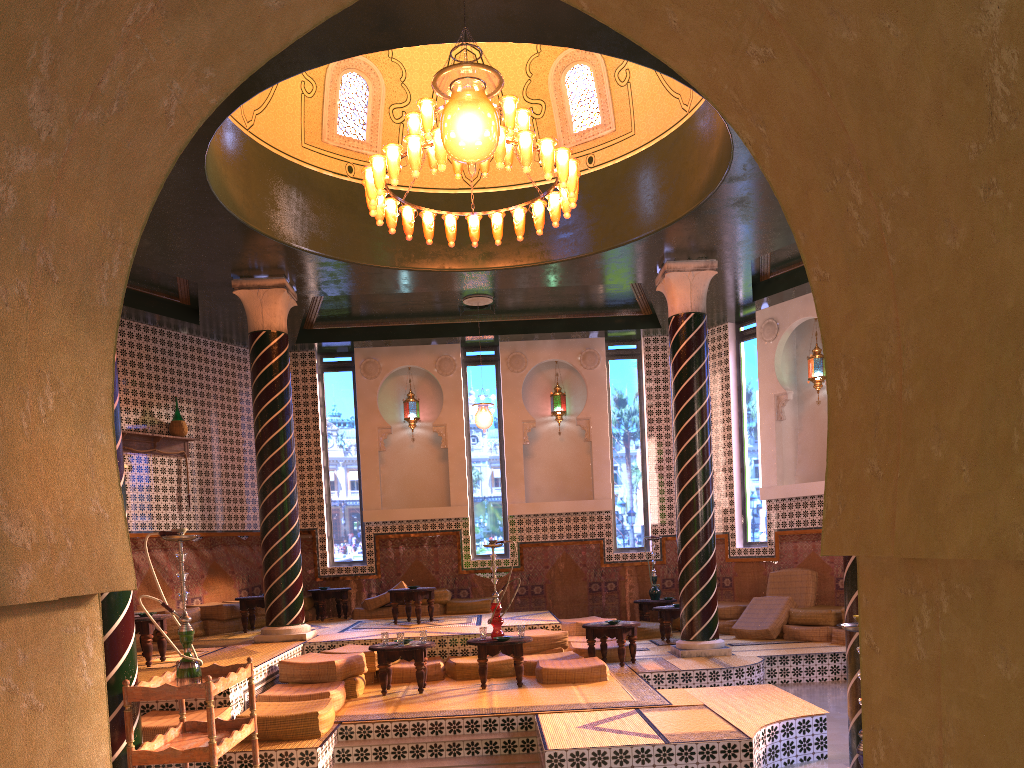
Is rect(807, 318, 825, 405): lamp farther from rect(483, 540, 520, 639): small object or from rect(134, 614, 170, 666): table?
rect(134, 614, 170, 666): table

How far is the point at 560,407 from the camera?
17.7 meters

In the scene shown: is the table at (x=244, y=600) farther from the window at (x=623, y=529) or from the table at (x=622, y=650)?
the window at (x=623, y=529)

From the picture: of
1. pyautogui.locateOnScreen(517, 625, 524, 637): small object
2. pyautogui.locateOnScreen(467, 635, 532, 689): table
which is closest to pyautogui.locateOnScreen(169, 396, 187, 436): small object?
pyautogui.locateOnScreen(467, 635, 532, 689): table

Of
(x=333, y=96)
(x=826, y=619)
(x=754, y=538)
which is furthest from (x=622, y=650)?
(x=333, y=96)

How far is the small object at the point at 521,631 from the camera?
10.46m

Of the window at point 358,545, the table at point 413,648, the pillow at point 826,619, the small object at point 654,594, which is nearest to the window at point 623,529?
the small object at point 654,594

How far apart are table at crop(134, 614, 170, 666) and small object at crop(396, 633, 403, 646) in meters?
2.8

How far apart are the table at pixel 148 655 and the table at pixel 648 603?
8.70m

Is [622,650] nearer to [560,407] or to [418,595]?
[418,595]
